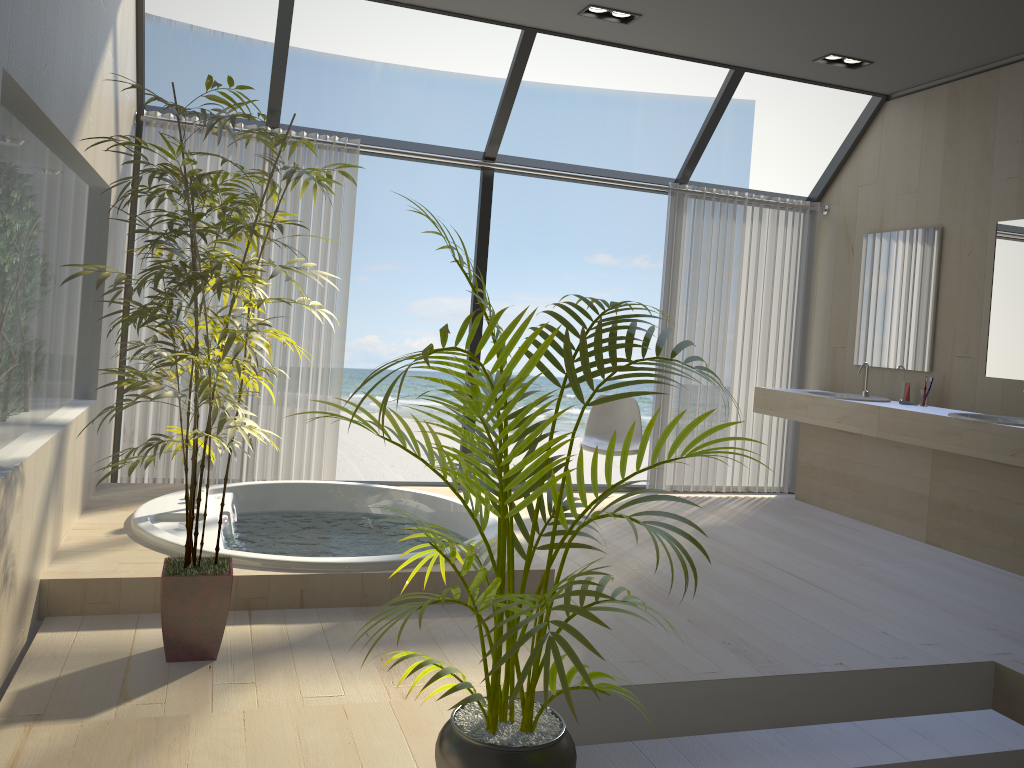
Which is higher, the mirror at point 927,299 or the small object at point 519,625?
the mirror at point 927,299

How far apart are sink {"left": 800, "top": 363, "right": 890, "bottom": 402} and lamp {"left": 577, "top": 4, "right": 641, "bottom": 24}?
2.71m

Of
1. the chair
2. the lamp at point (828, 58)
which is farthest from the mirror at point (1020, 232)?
the chair

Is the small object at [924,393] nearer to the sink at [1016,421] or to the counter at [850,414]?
the counter at [850,414]

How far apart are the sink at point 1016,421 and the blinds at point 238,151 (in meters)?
3.46

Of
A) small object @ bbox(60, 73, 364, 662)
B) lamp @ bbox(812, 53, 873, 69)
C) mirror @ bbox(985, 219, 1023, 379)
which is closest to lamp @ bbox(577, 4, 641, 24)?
lamp @ bbox(812, 53, 873, 69)

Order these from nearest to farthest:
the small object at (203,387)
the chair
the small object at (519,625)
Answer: the small object at (519,625) → the small object at (203,387) → the chair

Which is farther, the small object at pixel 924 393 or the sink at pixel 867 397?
the sink at pixel 867 397

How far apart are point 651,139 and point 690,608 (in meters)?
13.74

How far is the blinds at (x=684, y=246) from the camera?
6.0m
